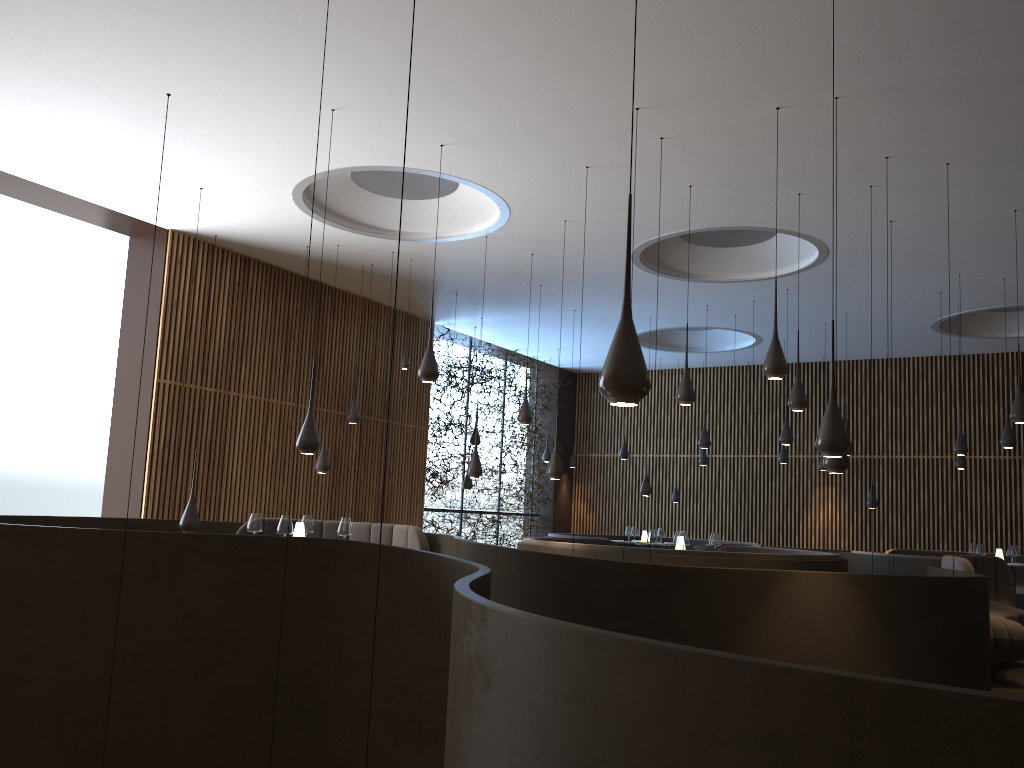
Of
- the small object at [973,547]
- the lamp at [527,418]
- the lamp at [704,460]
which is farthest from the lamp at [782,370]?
the lamp at [704,460]

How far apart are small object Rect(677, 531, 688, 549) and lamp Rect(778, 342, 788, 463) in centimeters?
593cm

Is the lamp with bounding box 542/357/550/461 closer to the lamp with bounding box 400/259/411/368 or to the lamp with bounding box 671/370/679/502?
the lamp with bounding box 671/370/679/502

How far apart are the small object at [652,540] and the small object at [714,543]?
0.7 meters

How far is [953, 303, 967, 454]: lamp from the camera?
12.62m

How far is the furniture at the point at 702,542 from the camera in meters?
17.3 m

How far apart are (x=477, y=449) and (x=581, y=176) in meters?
3.5 m

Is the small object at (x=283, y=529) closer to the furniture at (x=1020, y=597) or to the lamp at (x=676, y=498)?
the lamp at (x=676, y=498)

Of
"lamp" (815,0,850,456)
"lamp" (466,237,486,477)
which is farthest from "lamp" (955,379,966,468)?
"lamp" (815,0,850,456)

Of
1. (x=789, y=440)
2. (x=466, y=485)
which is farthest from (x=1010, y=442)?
(x=466, y=485)
